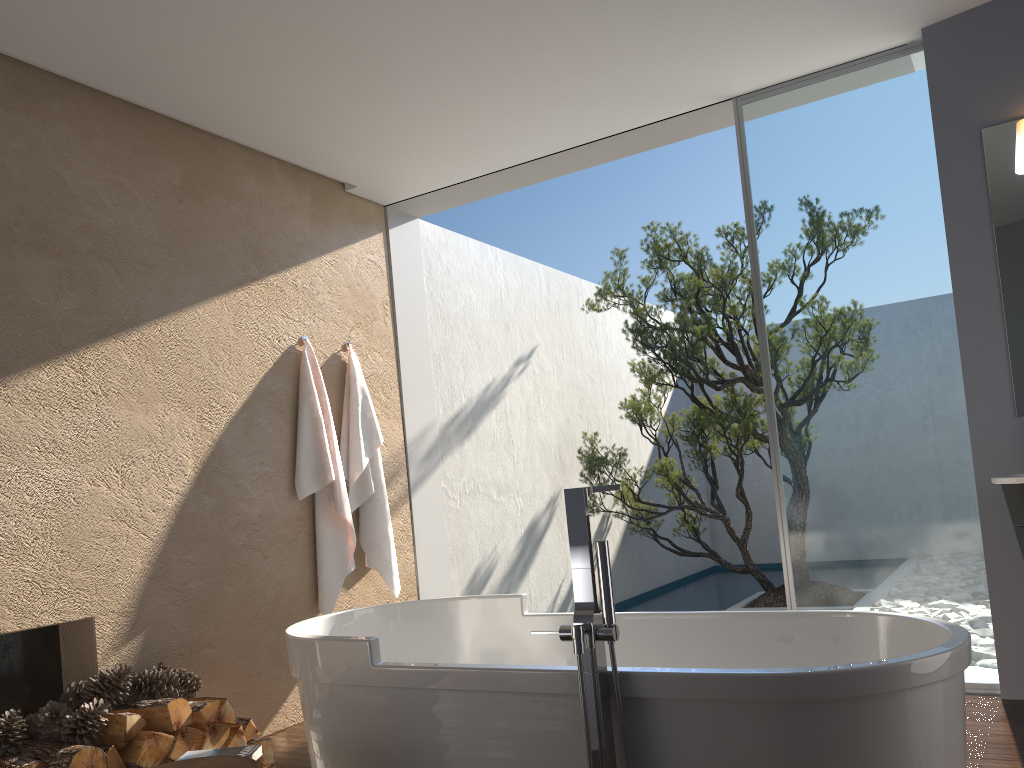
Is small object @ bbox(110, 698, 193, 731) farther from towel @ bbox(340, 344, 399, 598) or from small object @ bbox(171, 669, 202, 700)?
towel @ bbox(340, 344, 399, 598)

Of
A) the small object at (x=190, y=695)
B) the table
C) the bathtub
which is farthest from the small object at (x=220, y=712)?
the table

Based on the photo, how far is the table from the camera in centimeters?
231cm

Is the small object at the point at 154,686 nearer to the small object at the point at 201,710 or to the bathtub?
the small object at the point at 201,710

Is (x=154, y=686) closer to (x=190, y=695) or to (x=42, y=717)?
(x=190, y=695)

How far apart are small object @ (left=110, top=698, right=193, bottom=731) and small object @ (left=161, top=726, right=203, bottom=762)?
0.0 meters

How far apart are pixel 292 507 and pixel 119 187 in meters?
1.8

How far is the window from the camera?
4.1m

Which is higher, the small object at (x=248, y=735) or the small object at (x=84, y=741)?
the small object at (x=84, y=741)

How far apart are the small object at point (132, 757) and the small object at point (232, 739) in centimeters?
28cm
